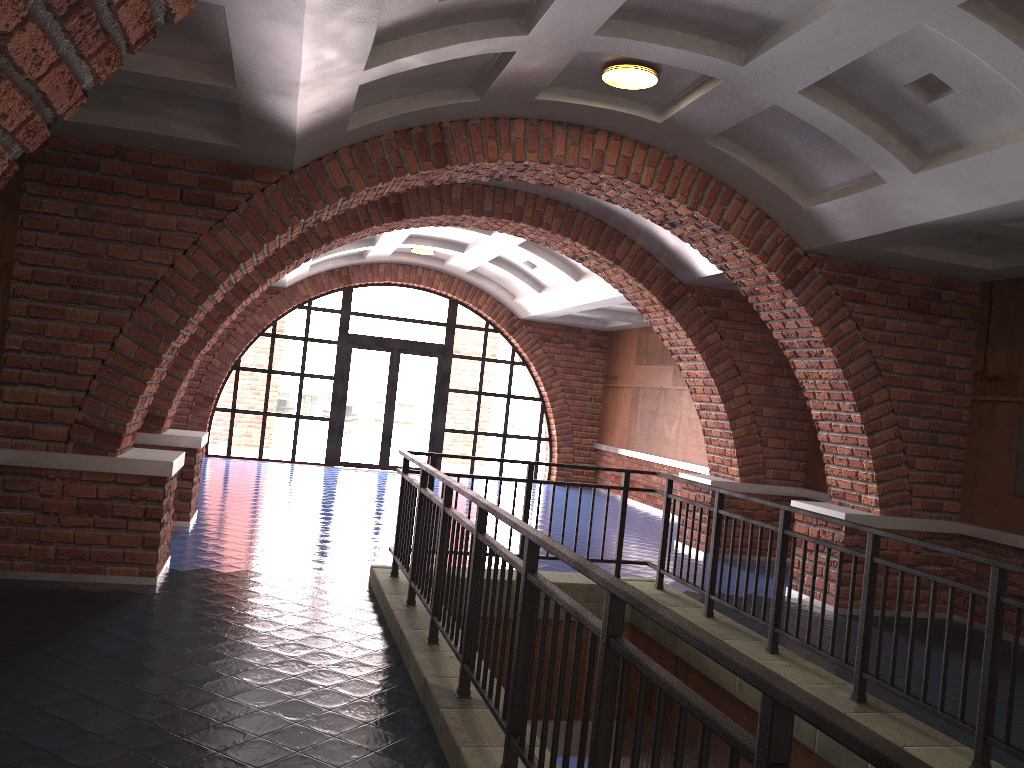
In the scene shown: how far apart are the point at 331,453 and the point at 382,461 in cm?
93

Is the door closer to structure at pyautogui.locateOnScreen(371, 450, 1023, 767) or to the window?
the window

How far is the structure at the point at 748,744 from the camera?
1.77m

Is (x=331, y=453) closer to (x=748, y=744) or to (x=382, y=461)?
(x=382, y=461)

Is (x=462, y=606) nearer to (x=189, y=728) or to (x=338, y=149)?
(x=189, y=728)

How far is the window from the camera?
15.86m

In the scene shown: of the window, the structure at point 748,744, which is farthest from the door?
the structure at point 748,744

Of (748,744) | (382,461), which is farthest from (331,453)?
(748,744)

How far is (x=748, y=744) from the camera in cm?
177

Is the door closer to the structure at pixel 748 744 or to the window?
the window
